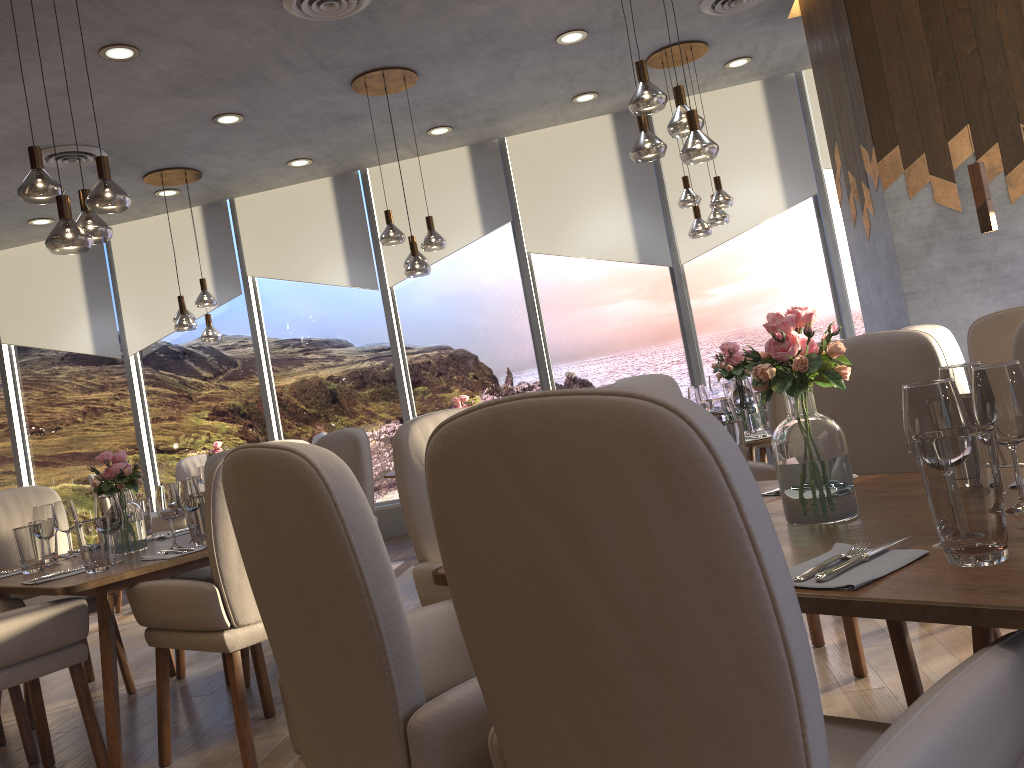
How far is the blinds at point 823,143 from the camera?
7.1m

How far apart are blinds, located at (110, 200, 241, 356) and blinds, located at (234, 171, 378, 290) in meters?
0.1

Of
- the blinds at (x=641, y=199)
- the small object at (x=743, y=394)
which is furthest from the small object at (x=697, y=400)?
the blinds at (x=641, y=199)

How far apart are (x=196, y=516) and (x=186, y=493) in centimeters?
24cm

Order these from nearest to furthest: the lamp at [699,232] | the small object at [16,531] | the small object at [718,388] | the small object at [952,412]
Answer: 1. the small object at [952,412]
2. the small object at [16,531]
3. the lamp at [699,232]
4. the small object at [718,388]

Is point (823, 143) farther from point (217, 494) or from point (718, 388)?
point (217, 494)

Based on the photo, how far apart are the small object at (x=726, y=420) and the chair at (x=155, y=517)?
5.4 meters

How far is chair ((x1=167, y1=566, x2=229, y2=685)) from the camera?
3.9m

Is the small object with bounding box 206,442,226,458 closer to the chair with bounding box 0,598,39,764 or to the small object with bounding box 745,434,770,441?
the chair with bounding box 0,598,39,764

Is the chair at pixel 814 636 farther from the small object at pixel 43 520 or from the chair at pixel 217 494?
the small object at pixel 43 520
